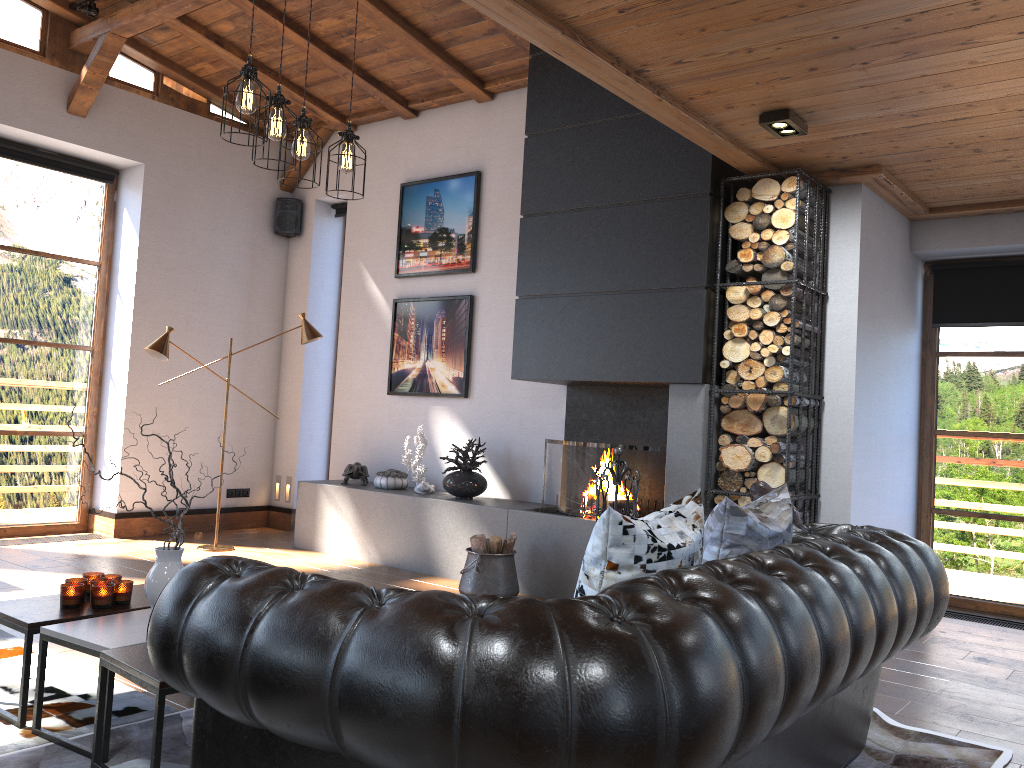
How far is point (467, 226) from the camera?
7.1 meters

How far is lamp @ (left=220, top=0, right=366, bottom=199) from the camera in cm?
354

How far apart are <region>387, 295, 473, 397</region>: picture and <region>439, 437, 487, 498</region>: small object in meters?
0.5

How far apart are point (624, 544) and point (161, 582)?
1.8m

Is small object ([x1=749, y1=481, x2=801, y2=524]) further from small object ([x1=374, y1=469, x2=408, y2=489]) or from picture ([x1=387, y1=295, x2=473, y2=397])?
small object ([x1=374, y1=469, x2=408, y2=489])

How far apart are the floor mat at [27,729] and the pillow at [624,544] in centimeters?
183cm

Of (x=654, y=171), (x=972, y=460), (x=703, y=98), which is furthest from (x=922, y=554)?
(x=972, y=460)

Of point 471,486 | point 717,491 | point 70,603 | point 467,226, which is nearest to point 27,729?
point 70,603

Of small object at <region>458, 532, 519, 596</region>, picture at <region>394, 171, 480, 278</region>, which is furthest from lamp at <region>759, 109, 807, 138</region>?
picture at <region>394, 171, 480, 278</region>

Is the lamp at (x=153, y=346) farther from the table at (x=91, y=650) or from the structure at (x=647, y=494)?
the table at (x=91, y=650)
